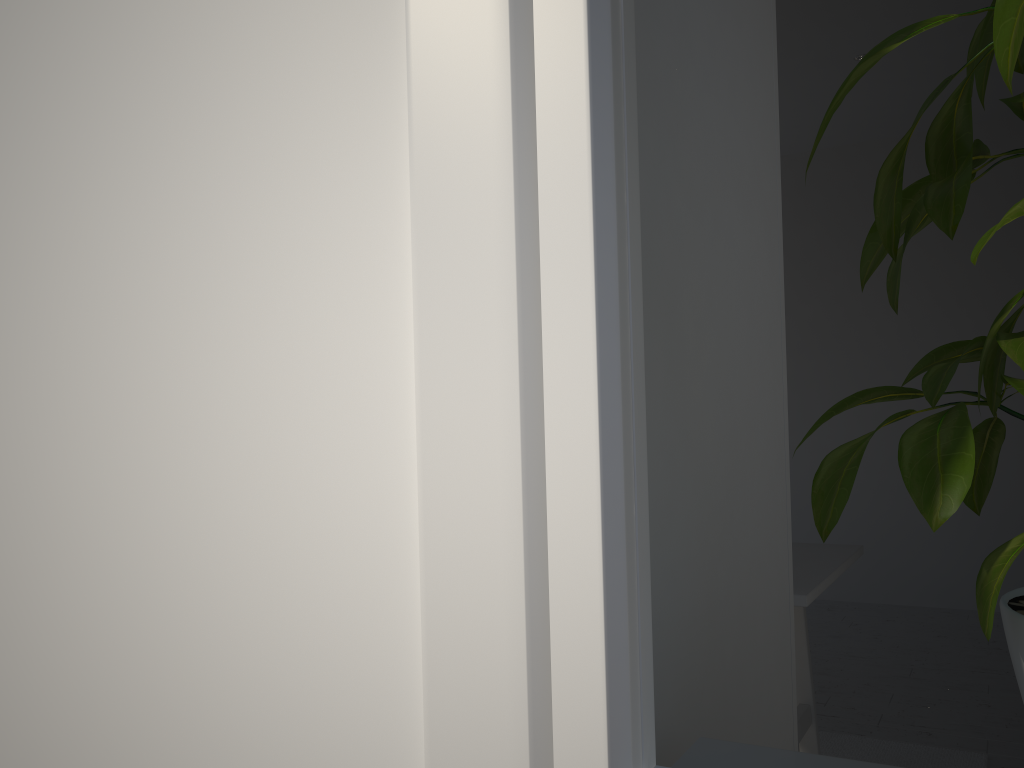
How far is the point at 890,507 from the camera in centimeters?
487cm

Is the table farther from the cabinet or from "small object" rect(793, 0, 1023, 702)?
"small object" rect(793, 0, 1023, 702)

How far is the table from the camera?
1.9 meters

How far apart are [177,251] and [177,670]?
0.2m

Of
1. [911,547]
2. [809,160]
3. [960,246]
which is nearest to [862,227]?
[960,246]

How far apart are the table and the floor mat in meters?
0.2

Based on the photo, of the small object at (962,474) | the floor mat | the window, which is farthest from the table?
the window

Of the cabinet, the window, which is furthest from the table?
the window

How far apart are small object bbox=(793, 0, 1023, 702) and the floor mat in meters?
2.5

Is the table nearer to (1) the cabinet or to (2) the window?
(1) the cabinet
